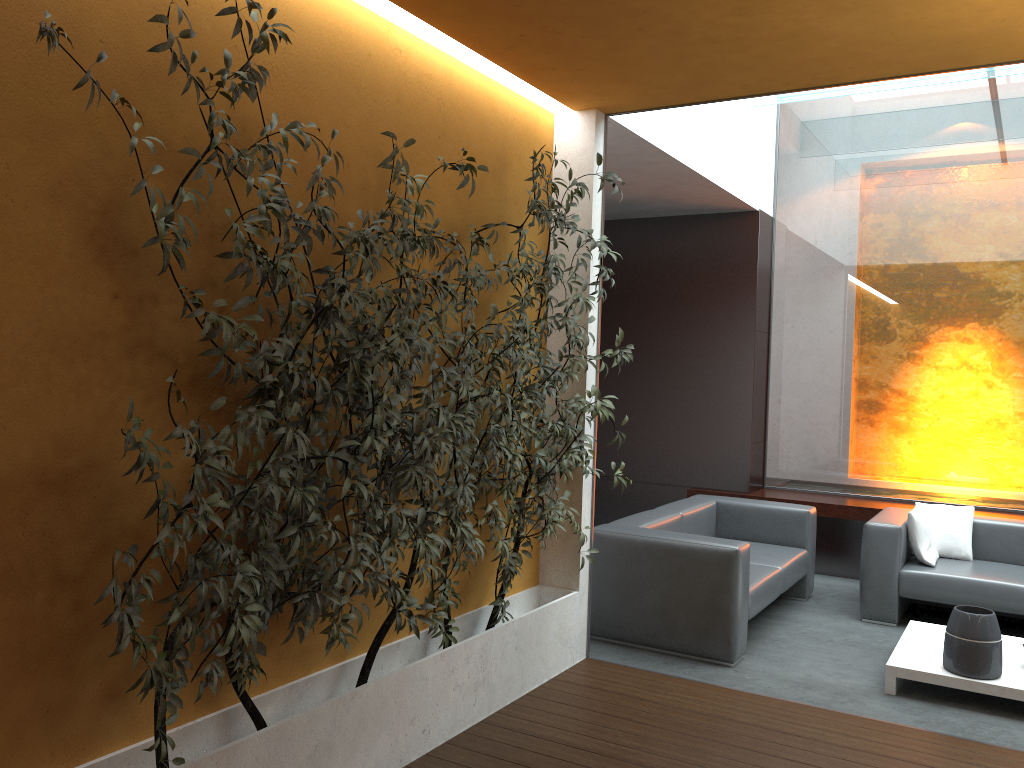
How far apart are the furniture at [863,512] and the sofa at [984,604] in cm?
59

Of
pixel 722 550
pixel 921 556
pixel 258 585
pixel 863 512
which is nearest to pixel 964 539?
pixel 921 556

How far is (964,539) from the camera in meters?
6.0

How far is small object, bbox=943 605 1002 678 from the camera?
4.3 meters

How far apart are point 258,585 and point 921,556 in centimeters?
480cm

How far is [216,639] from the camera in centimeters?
298cm

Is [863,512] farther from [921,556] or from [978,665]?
[978,665]

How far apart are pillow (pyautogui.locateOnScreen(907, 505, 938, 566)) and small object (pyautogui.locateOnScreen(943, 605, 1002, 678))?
1.3m

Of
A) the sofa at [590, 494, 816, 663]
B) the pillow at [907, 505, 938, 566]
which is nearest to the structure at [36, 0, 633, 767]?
the sofa at [590, 494, 816, 663]

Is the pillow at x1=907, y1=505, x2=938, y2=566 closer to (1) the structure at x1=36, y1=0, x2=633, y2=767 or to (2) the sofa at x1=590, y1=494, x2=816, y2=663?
(2) the sofa at x1=590, y1=494, x2=816, y2=663
